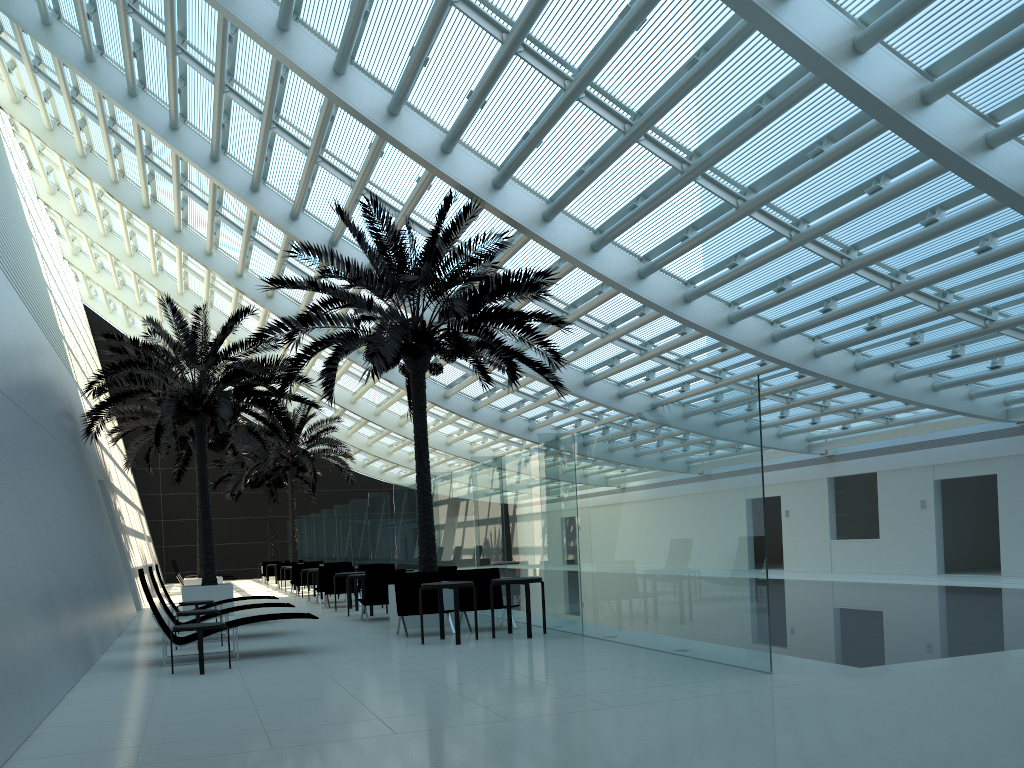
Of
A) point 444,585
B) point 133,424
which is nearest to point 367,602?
point 444,585

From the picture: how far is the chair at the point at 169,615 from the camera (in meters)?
12.29

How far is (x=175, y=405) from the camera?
17.3 meters

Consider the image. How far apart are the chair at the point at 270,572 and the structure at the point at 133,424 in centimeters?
1057cm

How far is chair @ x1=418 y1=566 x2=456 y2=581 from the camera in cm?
1510

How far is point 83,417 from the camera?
20.8m

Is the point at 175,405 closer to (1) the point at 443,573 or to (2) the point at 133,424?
(2) the point at 133,424

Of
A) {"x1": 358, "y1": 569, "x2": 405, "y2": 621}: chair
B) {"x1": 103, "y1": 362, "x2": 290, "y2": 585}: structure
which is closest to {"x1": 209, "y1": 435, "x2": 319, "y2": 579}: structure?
{"x1": 103, "y1": 362, "x2": 290, "y2": 585}: structure

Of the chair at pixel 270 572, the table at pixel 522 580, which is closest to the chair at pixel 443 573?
the table at pixel 522 580

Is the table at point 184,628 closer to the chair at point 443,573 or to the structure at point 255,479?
the chair at point 443,573
